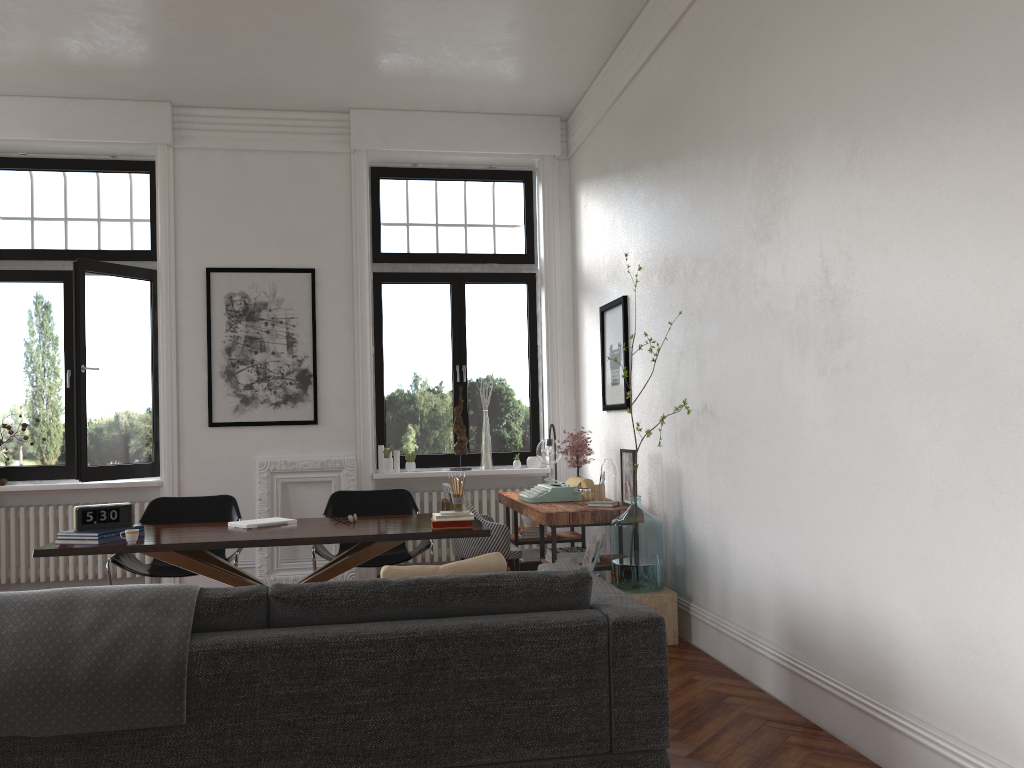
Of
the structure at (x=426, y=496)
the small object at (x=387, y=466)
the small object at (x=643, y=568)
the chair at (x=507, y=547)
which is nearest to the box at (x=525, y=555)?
the chair at (x=507, y=547)

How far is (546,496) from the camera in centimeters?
616cm

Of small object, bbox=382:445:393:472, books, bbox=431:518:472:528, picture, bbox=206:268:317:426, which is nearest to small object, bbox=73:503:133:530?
books, bbox=431:518:472:528

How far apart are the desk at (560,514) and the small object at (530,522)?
0.16m

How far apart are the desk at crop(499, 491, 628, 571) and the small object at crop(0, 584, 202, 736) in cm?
285

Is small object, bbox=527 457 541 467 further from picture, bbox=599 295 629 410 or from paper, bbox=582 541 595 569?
paper, bbox=582 541 595 569

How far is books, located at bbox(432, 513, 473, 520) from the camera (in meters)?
4.71

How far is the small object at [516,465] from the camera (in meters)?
7.82

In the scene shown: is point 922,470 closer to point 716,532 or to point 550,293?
point 716,532

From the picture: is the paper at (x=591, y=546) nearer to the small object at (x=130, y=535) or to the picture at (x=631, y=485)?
the picture at (x=631, y=485)
